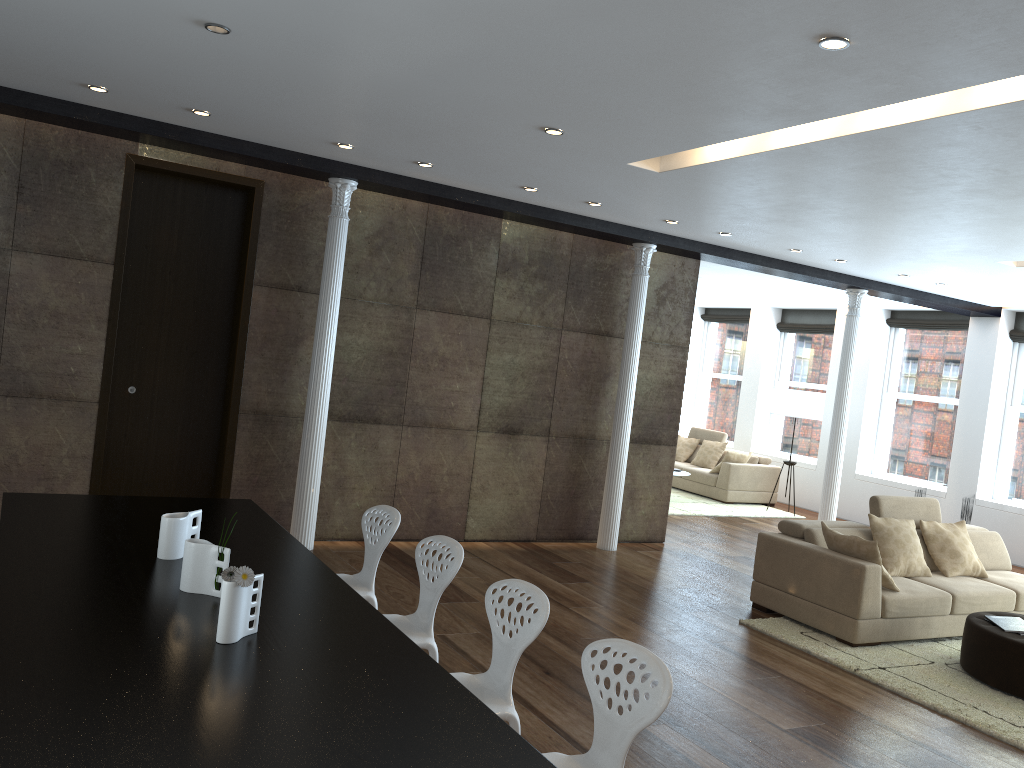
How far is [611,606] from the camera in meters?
6.4

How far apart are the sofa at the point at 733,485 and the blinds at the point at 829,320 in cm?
201

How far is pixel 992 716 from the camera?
4.9m

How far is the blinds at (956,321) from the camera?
11.5m

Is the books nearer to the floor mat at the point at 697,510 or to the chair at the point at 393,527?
the chair at the point at 393,527

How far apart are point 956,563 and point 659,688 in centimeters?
543cm

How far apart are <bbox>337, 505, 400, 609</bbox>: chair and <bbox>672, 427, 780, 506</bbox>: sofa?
8.7 meters

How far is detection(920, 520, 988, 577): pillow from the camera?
7.0 meters

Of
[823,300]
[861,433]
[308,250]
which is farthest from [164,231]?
[861,433]

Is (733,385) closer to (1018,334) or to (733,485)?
(733,485)
